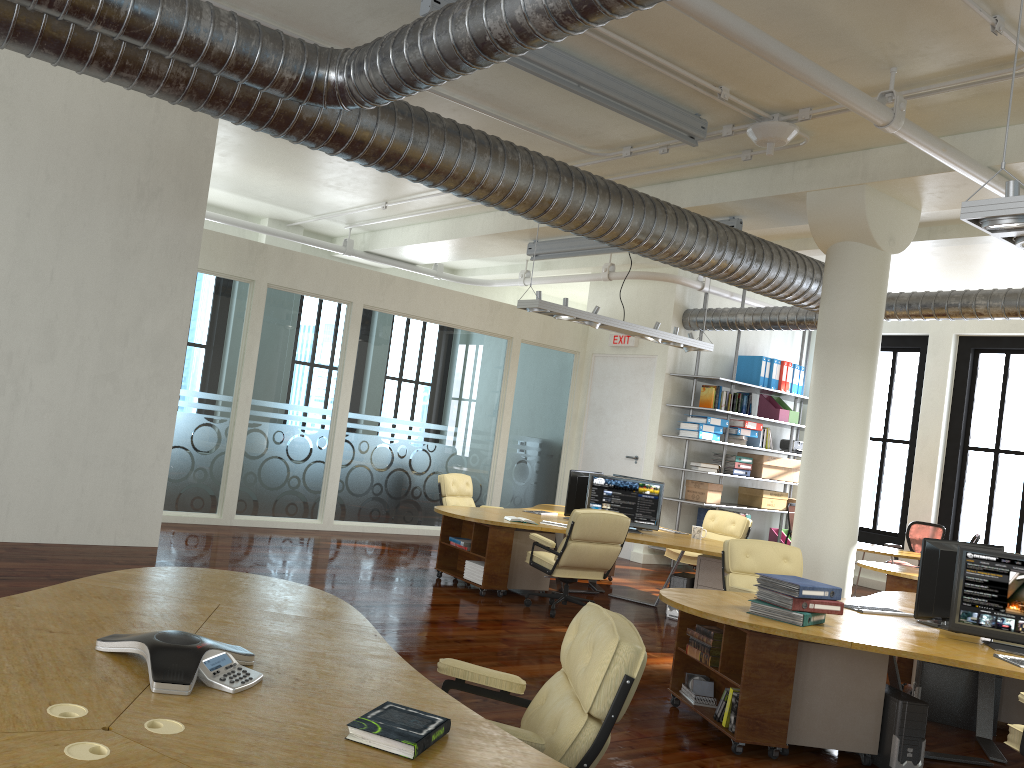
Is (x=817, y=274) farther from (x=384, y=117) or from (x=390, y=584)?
(x=384, y=117)

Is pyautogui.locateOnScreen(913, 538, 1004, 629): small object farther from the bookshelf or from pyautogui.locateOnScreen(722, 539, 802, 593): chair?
the bookshelf

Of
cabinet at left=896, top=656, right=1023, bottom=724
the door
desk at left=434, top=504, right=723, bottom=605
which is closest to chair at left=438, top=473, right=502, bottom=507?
desk at left=434, top=504, right=723, bottom=605

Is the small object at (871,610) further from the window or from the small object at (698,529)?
the window

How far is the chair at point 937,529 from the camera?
12.28m

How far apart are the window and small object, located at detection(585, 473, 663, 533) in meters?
6.9 m

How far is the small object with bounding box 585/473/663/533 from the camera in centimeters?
930cm

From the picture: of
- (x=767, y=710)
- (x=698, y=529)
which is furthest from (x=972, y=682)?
(x=698, y=529)

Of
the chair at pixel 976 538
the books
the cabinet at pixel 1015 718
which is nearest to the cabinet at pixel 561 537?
the cabinet at pixel 1015 718

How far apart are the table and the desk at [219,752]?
10.05m
